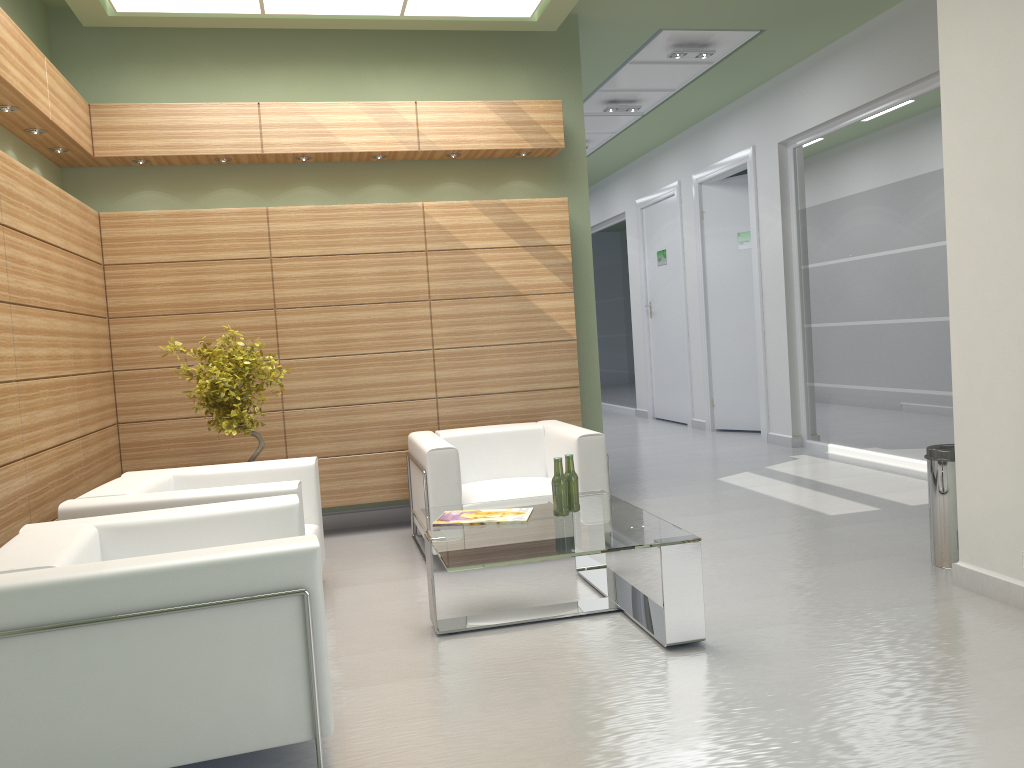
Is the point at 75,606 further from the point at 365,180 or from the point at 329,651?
the point at 365,180

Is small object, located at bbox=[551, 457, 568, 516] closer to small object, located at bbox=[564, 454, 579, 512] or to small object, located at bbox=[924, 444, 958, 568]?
small object, located at bbox=[564, 454, 579, 512]

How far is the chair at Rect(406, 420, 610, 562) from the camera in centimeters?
857cm

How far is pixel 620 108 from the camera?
16.1 meters

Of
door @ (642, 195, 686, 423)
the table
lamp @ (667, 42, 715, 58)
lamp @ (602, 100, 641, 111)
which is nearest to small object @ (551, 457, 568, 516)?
the table

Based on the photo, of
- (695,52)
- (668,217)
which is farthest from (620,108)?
(668,217)

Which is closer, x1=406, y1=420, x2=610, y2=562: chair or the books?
the books

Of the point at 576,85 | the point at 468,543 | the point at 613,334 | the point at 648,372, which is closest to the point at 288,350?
the point at 468,543

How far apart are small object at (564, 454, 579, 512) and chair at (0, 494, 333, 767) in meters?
2.3 m

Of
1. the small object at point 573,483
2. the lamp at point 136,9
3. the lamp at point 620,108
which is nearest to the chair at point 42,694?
the small object at point 573,483
